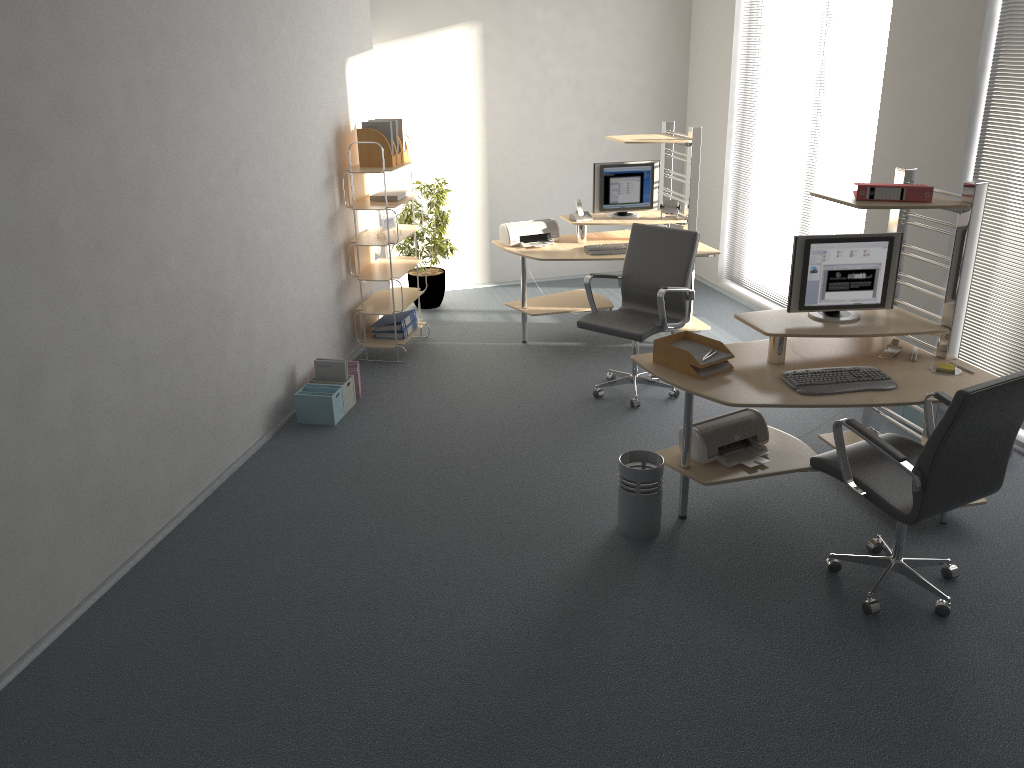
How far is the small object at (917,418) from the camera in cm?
522

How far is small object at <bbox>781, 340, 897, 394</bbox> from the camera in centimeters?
389cm

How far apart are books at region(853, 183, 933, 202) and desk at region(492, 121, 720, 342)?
2.3 meters

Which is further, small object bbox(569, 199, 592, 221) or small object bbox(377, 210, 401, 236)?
small object bbox(569, 199, 592, 221)

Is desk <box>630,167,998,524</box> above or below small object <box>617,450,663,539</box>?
above

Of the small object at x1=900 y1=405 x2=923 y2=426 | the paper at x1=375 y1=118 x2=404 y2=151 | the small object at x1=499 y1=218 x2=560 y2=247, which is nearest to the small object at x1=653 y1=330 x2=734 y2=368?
the small object at x1=900 y1=405 x2=923 y2=426

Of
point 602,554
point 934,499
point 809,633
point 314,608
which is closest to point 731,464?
point 602,554

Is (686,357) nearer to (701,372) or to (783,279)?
(701,372)

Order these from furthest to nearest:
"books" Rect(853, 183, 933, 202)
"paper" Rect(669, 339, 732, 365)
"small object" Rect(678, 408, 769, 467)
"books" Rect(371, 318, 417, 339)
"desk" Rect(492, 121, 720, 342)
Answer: "books" Rect(371, 318, 417, 339) < "desk" Rect(492, 121, 720, 342) < "small object" Rect(678, 408, 769, 467) < "paper" Rect(669, 339, 732, 365) < "books" Rect(853, 183, 933, 202)

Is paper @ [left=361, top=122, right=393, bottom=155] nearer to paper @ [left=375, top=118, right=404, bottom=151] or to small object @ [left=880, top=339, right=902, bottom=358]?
paper @ [left=375, top=118, right=404, bottom=151]
